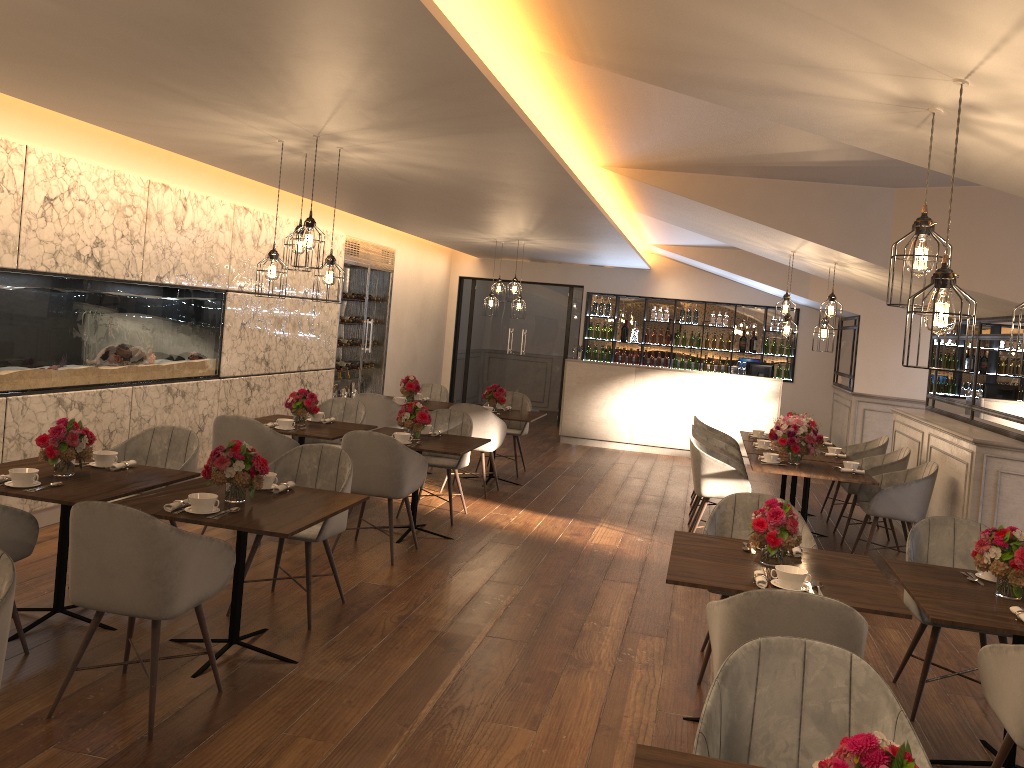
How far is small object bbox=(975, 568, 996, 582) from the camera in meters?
3.9

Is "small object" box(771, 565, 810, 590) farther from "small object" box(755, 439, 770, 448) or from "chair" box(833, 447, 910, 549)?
"small object" box(755, 439, 770, 448)

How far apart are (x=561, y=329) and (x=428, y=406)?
5.7m

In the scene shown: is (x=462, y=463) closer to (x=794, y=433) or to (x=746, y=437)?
(x=794, y=433)

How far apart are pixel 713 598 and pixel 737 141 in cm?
292

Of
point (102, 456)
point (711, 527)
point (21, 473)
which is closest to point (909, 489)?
point (711, 527)

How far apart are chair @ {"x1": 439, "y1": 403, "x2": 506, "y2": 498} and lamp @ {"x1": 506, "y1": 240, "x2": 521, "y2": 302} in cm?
260

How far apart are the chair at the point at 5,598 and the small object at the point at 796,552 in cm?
310

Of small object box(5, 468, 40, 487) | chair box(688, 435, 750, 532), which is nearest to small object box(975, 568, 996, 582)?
chair box(688, 435, 750, 532)

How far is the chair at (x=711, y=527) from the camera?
4.6m
